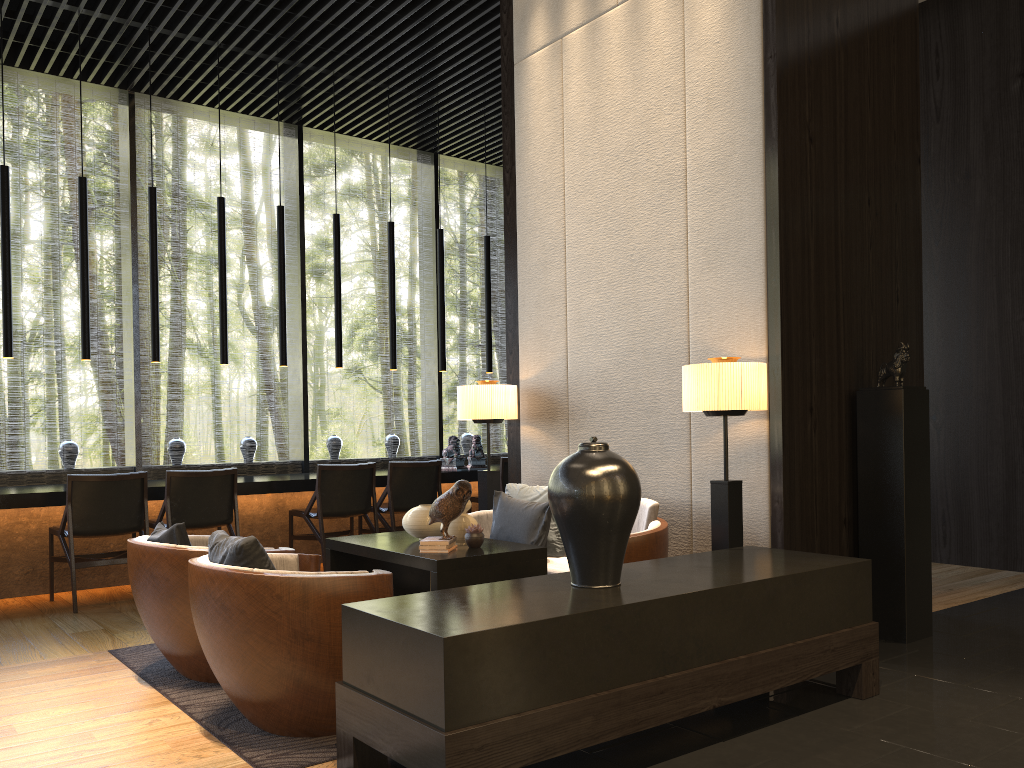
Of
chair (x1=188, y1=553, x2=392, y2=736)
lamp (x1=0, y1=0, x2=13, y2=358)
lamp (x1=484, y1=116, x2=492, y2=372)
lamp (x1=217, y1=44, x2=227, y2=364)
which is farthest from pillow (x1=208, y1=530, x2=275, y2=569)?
lamp (x1=484, y1=116, x2=492, y2=372)

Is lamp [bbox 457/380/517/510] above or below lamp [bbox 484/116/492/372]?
below

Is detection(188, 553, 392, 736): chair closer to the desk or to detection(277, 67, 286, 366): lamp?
the desk

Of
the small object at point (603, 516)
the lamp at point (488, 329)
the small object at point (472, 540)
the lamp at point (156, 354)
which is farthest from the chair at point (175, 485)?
the small object at point (603, 516)

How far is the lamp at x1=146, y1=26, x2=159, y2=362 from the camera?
6.4m

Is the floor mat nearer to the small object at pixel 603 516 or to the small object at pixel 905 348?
the small object at pixel 603 516

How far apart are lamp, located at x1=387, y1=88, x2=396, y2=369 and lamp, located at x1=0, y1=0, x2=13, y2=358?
2.9 meters

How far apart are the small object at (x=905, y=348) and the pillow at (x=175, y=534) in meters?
3.3

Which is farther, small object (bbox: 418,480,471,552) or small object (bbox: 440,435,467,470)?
small object (bbox: 440,435,467,470)

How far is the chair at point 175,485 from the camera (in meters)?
5.67
